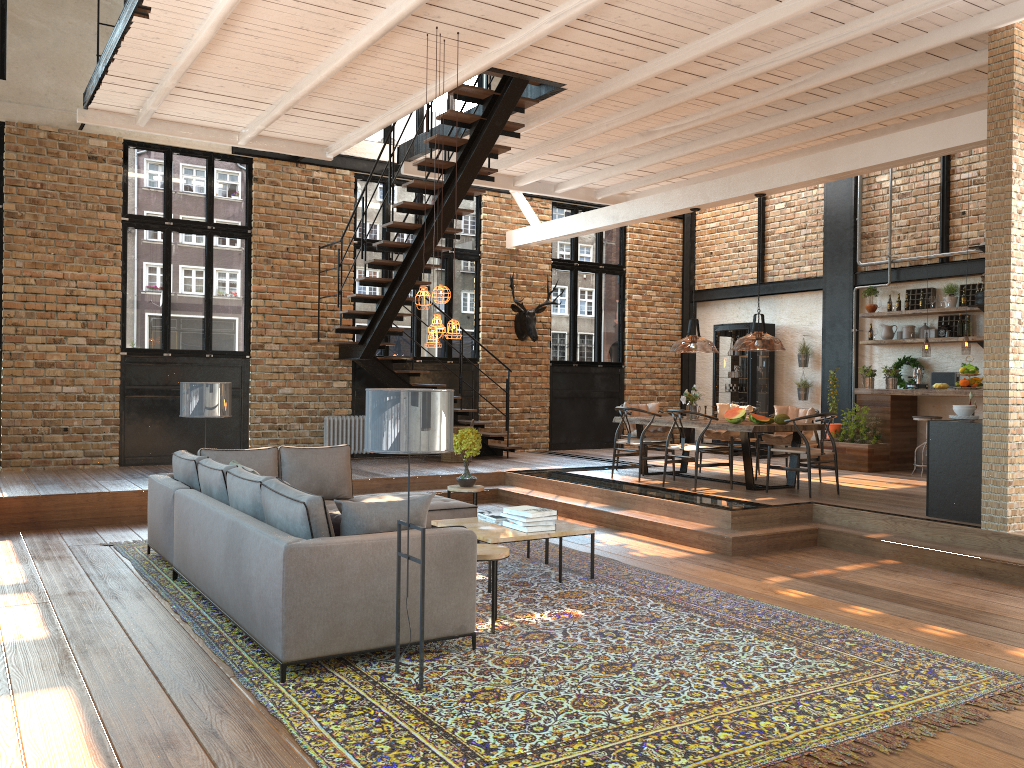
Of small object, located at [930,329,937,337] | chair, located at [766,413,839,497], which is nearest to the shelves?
small object, located at [930,329,937,337]

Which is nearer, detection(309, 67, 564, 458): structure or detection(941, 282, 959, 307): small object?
detection(309, 67, 564, 458): structure

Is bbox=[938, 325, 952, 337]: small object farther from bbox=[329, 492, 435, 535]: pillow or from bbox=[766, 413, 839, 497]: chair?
bbox=[329, 492, 435, 535]: pillow

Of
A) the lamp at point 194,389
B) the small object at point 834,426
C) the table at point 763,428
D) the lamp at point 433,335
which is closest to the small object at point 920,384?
the small object at point 834,426

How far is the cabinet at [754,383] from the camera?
14.1 meters

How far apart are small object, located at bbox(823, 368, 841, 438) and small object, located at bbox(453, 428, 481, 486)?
6.18m

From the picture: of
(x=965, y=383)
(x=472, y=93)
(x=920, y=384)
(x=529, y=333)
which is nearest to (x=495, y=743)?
(x=472, y=93)

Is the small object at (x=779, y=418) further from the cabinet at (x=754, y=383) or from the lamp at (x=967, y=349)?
the cabinet at (x=754, y=383)

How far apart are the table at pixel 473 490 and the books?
1.3m

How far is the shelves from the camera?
11.39m
